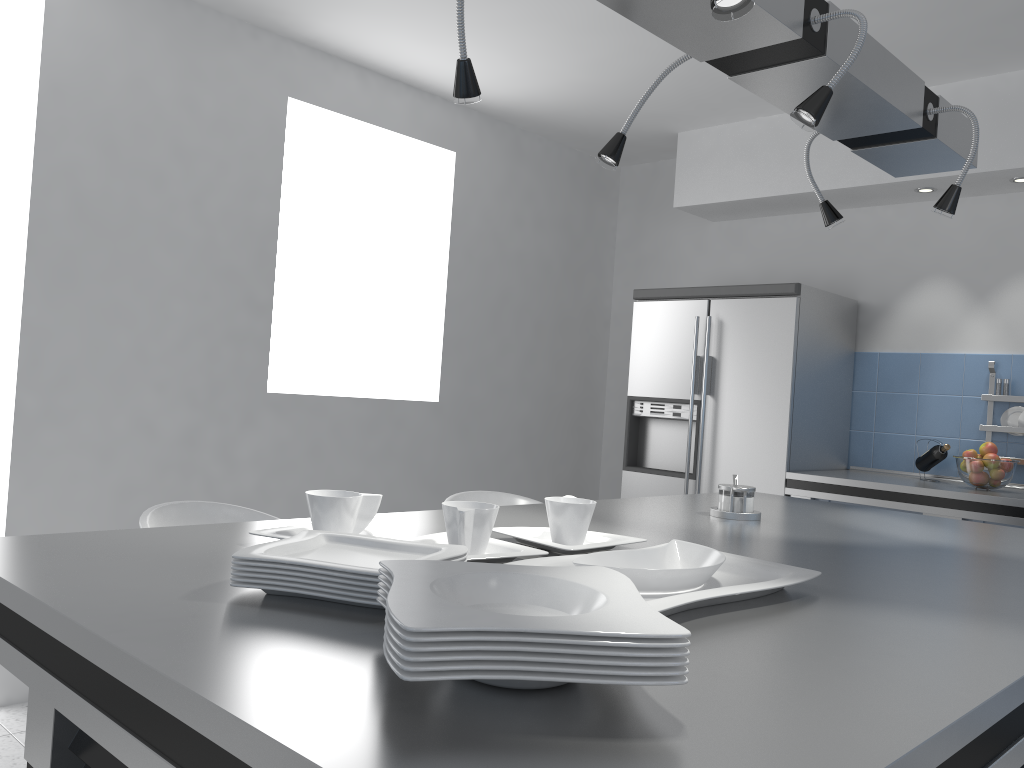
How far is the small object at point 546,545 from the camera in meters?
1.5 m

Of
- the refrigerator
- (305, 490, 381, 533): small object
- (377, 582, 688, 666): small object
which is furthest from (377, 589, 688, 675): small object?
the refrigerator

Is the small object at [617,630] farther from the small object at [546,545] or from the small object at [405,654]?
the small object at [546,545]

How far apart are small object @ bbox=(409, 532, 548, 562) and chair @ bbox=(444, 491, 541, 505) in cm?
142

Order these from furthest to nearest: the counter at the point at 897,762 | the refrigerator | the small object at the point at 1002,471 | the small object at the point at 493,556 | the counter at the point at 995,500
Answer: Result: the refrigerator, the small object at the point at 1002,471, the counter at the point at 995,500, the small object at the point at 493,556, the counter at the point at 897,762

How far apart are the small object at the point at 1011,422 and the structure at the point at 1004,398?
0.1 meters

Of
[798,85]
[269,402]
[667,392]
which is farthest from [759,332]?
[798,85]

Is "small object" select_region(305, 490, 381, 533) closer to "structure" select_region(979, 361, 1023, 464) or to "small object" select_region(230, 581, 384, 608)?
"small object" select_region(230, 581, 384, 608)

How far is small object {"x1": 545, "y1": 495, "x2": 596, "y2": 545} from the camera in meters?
1.5

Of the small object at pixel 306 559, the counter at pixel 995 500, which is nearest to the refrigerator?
the counter at pixel 995 500
